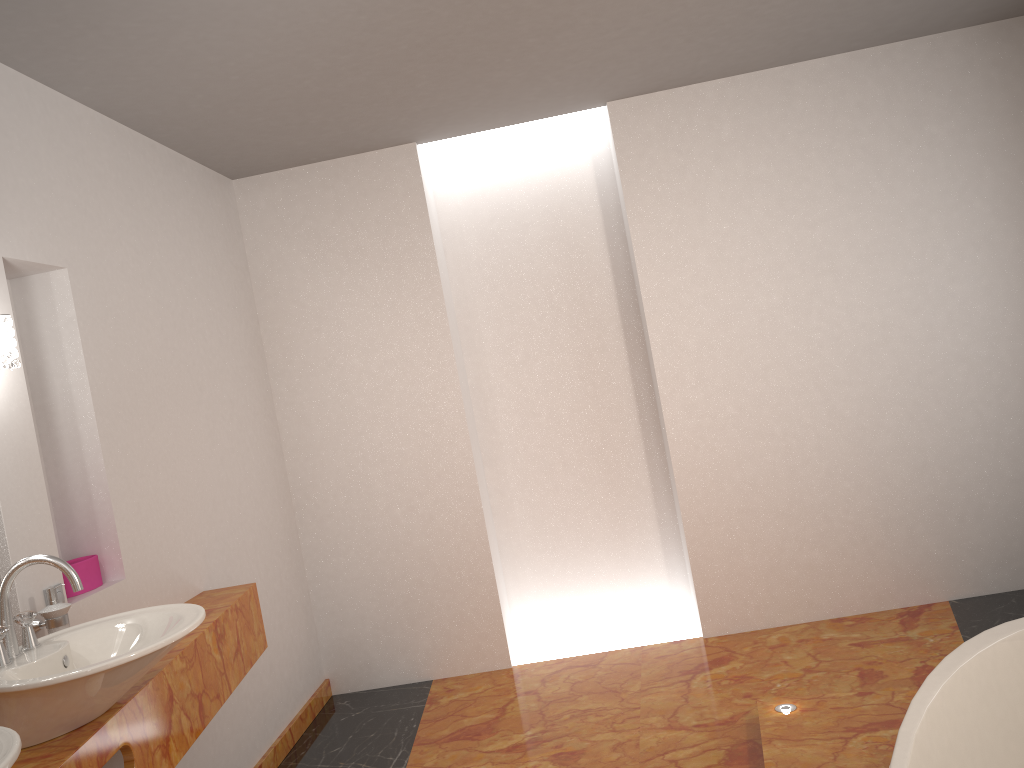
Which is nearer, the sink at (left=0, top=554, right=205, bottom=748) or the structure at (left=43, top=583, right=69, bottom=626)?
the sink at (left=0, top=554, right=205, bottom=748)

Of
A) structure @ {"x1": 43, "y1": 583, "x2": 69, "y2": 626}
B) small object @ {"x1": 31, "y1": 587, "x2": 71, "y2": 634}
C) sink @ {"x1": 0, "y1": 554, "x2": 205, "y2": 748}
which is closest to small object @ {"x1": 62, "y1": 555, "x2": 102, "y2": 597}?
structure @ {"x1": 43, "y1": 583, "x2": 69, "y2": 626}

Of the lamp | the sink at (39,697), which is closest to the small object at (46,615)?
the sink at (39,697)

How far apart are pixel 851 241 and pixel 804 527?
1.3m

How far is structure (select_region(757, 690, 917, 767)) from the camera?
2.60m

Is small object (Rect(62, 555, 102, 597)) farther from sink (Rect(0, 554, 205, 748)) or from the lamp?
the lamp

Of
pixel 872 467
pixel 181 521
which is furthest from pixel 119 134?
pixel 872 467

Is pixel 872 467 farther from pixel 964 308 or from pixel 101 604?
pixel 101 604

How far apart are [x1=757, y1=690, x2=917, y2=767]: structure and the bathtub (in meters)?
0.44

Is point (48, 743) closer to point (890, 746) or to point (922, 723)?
point (922, 723)
